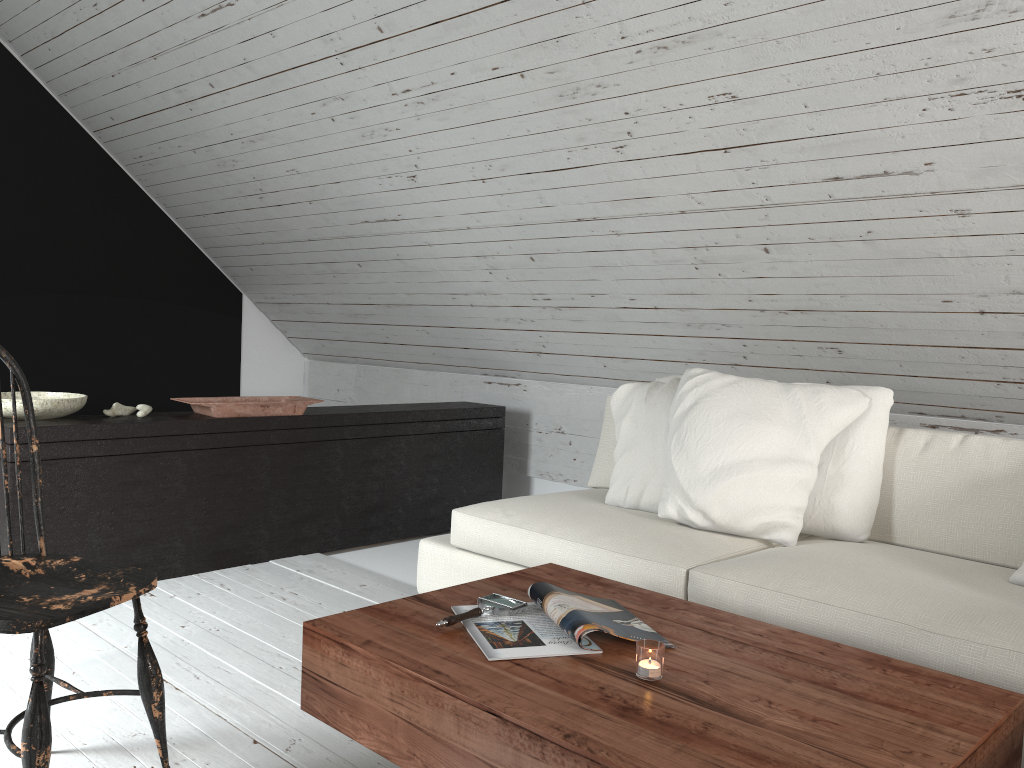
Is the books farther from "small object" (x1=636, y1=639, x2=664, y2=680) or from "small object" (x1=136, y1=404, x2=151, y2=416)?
"small object" (x1=136, y1=404, x2=151, y2=416)

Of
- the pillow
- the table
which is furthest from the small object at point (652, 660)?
the pillow

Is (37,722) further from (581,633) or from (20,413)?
(20,413)

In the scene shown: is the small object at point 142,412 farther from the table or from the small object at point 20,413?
the table

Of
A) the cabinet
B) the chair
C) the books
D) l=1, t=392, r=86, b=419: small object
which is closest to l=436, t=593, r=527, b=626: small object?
the books

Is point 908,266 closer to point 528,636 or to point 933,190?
point 933,190

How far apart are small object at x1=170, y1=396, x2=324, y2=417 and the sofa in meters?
0.9 m

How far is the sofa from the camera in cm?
193

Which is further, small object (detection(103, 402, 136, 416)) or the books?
small object (detection(103, 402, 136, 416))

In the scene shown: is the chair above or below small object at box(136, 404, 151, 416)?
below
